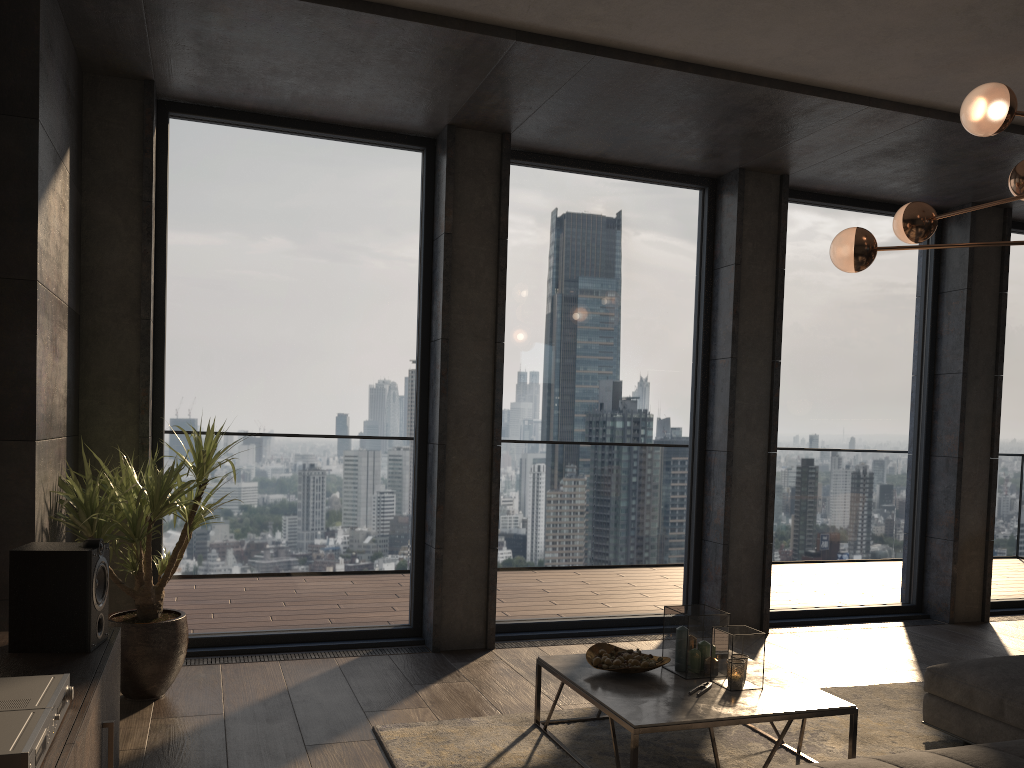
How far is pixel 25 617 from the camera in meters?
2.7

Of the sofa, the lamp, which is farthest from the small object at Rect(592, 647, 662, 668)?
the lamp

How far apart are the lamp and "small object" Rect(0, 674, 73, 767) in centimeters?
322cm

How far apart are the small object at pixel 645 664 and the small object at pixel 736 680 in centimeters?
24cm

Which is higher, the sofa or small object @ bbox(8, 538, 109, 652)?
small object @ bbox(8, 538, 109, 652)

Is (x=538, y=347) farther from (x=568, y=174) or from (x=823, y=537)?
(x=823, y=537)

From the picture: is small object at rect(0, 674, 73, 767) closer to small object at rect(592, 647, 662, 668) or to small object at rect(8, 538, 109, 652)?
small object at rect(8, 538, 109, 652)

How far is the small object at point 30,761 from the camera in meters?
1.7

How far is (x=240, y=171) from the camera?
5.0m

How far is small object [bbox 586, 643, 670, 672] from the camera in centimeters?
360cm
